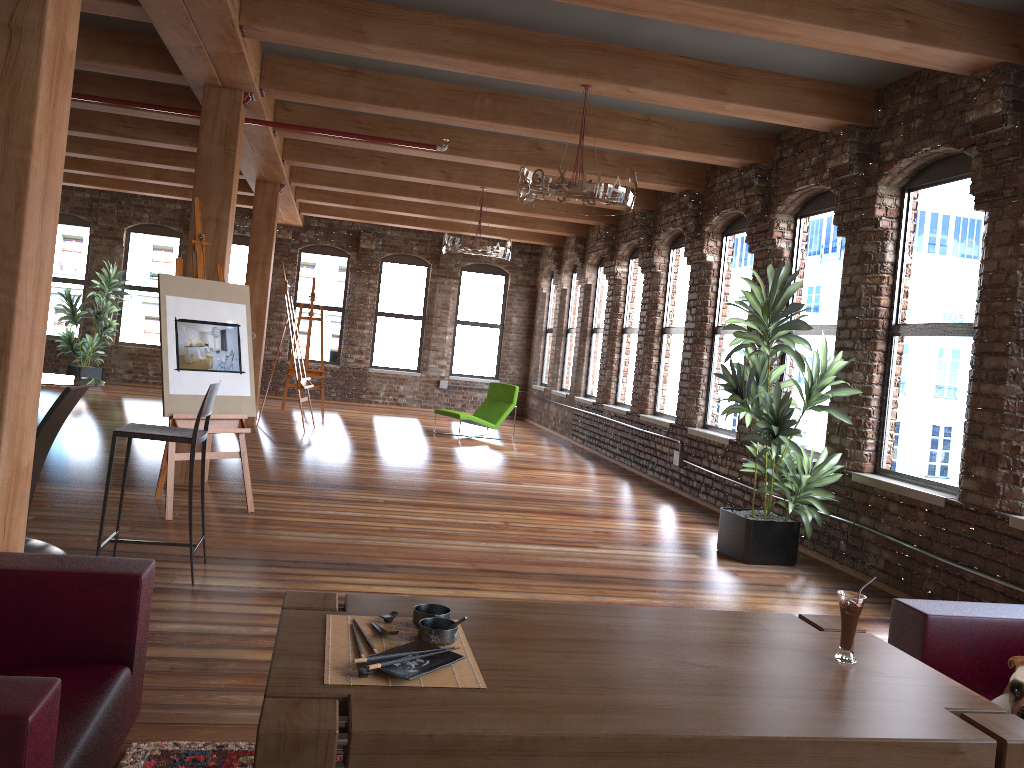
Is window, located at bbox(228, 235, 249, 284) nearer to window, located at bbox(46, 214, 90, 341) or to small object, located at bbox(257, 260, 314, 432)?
window, located at bbox(46, 214, 90, 341)

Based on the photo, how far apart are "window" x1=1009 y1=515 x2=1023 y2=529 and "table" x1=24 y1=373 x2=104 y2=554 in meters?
4.8 m

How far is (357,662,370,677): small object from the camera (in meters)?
1.94

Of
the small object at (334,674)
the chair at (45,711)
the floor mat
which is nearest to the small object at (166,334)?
the floor mat

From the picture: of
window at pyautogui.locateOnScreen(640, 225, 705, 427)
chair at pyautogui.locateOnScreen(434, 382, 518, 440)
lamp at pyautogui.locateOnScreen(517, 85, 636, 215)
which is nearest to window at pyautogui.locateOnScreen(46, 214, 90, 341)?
chair at pyautogui.locateOnScreen(434, 382, 518, 440)

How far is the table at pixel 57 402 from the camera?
4.3m

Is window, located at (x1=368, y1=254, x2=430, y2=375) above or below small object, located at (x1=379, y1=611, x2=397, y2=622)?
above

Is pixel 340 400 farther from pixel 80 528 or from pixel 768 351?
pixel 768 351

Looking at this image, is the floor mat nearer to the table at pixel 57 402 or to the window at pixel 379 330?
the table at pixel 57 402

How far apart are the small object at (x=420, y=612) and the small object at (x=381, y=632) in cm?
10
